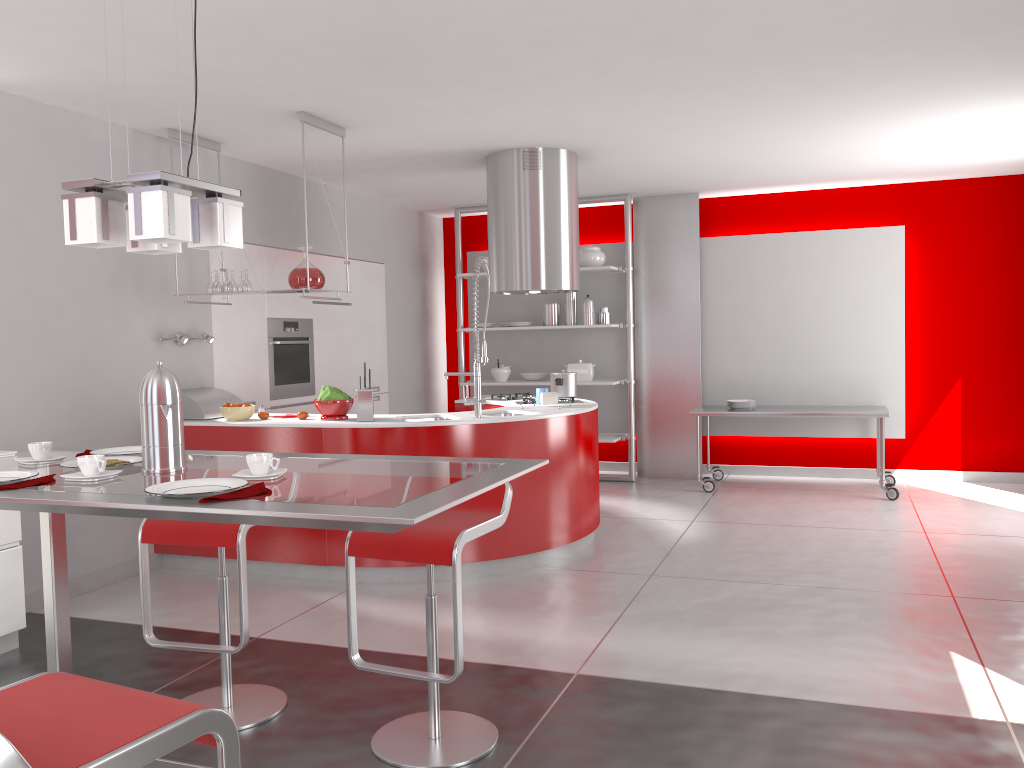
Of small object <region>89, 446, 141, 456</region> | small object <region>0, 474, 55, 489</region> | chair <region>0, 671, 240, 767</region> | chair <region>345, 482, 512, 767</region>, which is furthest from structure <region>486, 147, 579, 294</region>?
chair <region>0, 671, 240, 767</region>

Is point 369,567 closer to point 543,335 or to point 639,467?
point 639,467

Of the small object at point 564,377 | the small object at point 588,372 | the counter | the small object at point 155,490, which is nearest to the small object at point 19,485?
the small object at point 155,490

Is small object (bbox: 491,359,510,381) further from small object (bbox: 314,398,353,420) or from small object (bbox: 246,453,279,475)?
small object (bbox: 246,453,279,475)

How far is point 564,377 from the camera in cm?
599

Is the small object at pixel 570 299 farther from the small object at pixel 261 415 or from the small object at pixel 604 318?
the small object at pixel 261 415

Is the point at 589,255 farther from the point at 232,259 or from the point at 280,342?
the point at 232,259

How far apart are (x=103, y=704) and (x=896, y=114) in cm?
527

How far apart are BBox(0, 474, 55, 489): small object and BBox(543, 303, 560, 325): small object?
6.2 meters

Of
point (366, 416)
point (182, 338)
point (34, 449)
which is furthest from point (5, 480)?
point (182, 338)
